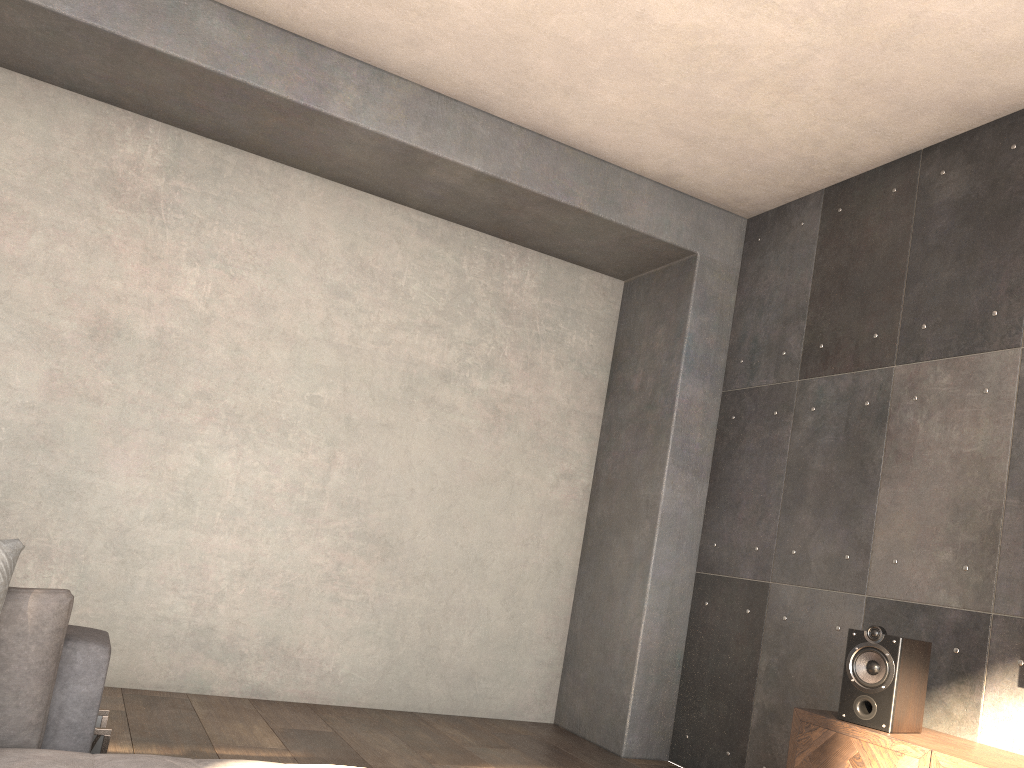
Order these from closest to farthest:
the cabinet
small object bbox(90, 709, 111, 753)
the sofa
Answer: the sofa < small object bbox(90, 709, 111, 753) < the cabinet

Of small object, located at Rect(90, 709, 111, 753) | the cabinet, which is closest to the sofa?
small object, located at Rect(90, 709, 111, 753)

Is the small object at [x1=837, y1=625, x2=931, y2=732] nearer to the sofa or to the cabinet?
the cabinet

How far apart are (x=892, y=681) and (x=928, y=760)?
0.3m

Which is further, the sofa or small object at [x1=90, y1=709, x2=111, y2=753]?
small object at [x1=90, y1=709, x2=111, y2=753]

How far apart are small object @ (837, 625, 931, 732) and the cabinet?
0.0 meters

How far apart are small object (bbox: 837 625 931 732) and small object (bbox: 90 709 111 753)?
2.35m

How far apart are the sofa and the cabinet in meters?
2.0

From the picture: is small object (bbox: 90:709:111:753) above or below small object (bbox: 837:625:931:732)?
below

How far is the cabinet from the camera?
2.7m
